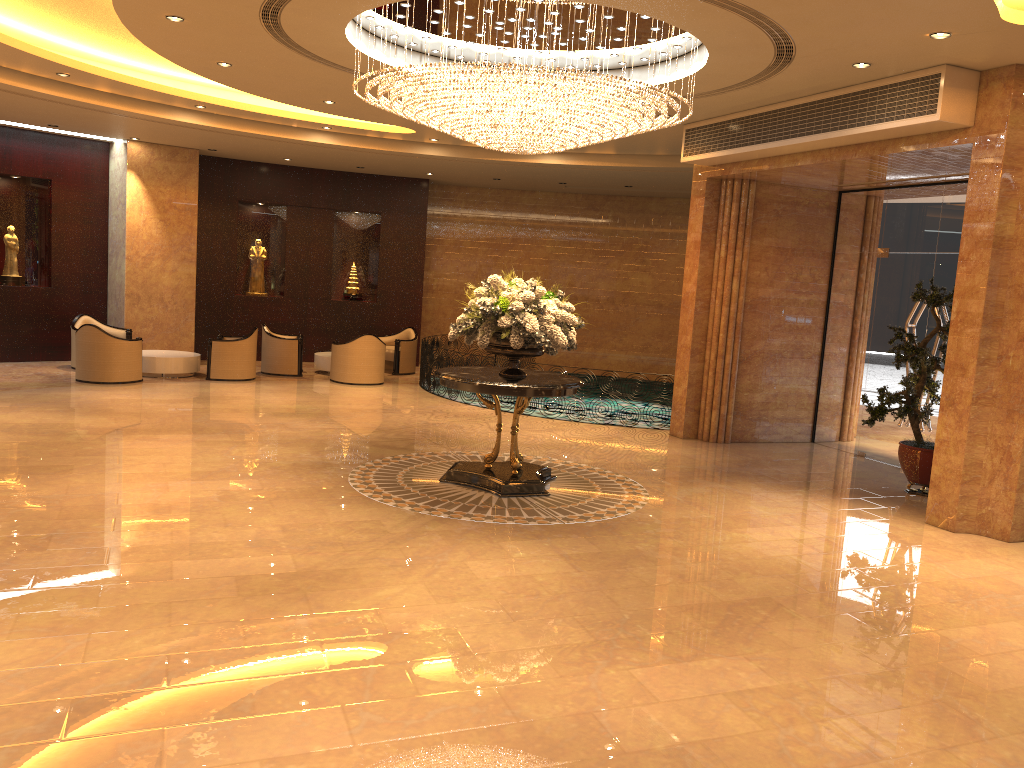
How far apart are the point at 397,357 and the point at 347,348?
2.0 meters

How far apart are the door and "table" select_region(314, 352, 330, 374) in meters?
9.4

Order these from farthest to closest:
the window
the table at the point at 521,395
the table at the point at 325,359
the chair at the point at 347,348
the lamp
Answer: the table at the point at 325,359, the chair at the point at 347,348, the window, the table at the point at 521,395, the lamp

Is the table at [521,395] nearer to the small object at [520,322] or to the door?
the small object at [520,322]

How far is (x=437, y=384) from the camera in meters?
14.8 m

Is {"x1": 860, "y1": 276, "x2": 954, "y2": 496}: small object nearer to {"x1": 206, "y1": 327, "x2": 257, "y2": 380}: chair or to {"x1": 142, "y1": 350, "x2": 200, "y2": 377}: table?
{"x1": 206, "y1": 327, "x2": 257, "y2": 380}: chair

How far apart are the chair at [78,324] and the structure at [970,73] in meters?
10.0

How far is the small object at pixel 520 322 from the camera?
8.2m

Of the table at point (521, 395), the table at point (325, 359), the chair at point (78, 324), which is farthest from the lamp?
the chair at point (78, 324)

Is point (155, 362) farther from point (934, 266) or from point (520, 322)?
point (934, 266)
